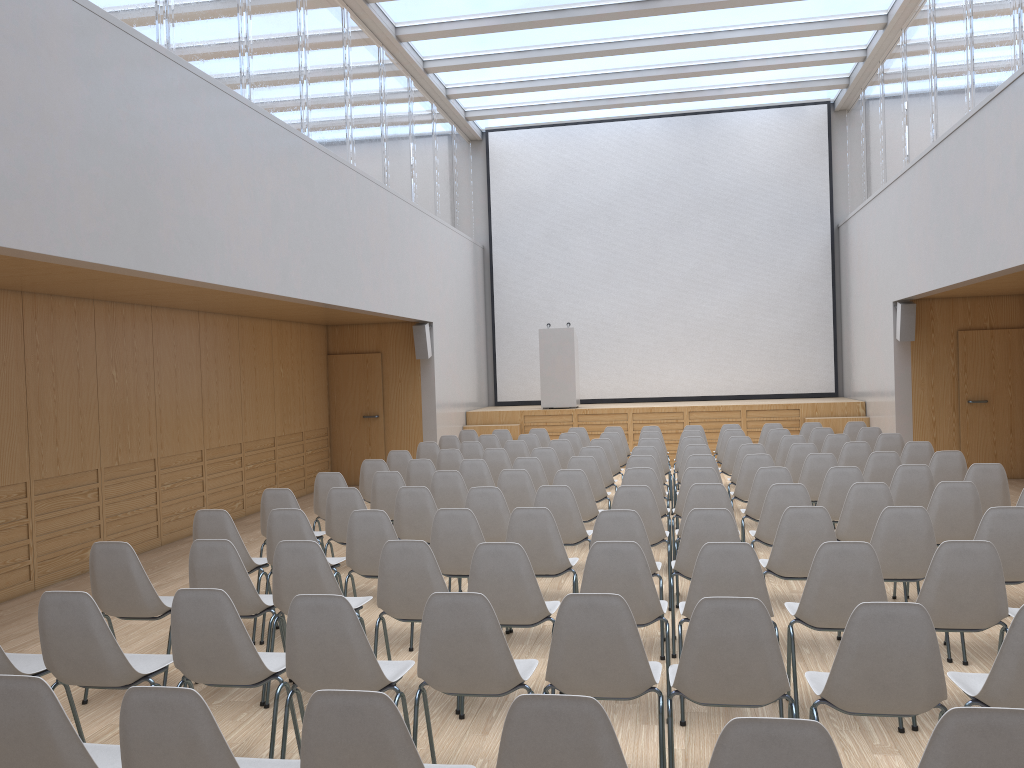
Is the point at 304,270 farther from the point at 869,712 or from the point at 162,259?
the point at 869,712

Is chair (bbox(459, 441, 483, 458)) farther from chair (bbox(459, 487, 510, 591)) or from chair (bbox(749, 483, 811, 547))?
chair (bbox(749, 483, 811, 547))

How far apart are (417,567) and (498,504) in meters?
1.9

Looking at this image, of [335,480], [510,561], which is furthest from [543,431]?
[510,561]

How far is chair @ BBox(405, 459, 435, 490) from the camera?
8.5 meters

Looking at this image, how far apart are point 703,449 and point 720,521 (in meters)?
4.07

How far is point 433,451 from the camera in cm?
1057

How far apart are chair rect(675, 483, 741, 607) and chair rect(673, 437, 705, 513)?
3.9 meters

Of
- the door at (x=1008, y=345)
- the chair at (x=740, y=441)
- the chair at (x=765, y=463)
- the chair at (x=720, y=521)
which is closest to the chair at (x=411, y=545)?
the chair at (x=720, y=521)

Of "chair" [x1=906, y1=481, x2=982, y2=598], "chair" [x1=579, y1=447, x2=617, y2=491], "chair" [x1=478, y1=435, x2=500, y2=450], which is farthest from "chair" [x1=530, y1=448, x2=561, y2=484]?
"chair" [x1=906, y1=481, x2=982, y2=598]
